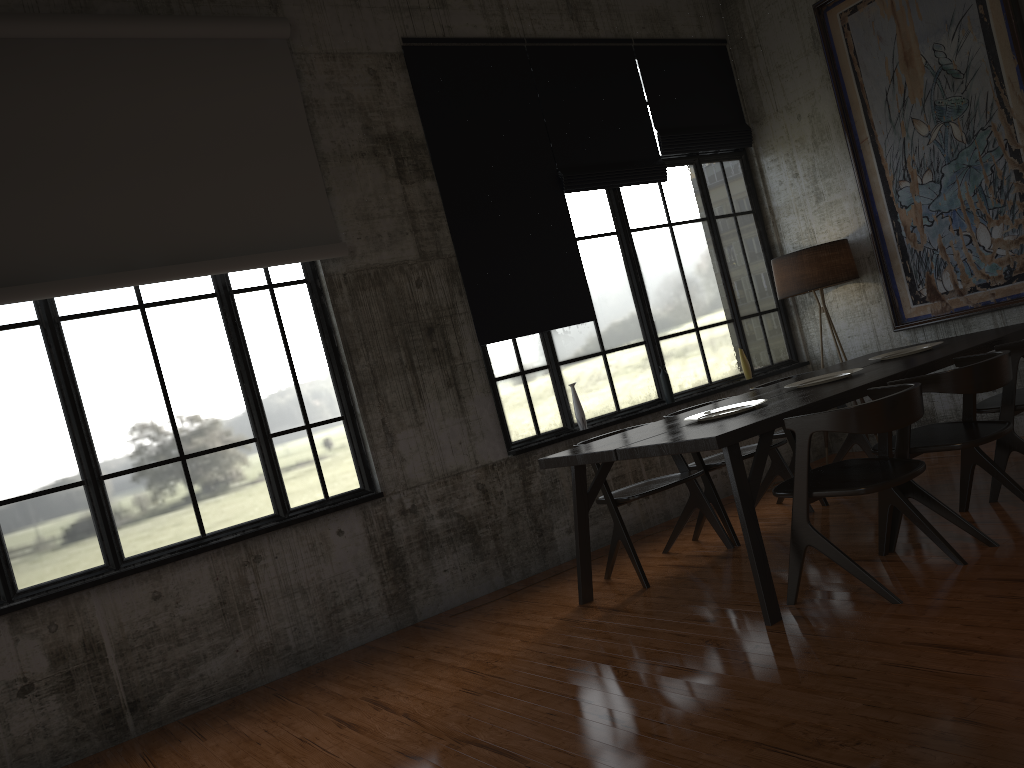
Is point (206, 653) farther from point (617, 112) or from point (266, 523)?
point (617, 112)

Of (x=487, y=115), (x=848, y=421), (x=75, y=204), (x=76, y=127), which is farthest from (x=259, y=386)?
(x=848, y=421)

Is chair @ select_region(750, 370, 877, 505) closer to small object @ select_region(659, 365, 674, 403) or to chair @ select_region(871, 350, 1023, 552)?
small object @ select_region(659, 365, 674, 403)

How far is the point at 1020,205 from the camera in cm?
715

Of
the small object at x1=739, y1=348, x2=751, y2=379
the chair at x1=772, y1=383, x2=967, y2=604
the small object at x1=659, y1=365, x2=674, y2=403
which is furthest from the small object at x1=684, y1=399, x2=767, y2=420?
the small object at x1=739, y1=348, x2=751, y2=379

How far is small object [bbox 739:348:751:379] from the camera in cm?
865

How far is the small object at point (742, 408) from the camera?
5.6 meters

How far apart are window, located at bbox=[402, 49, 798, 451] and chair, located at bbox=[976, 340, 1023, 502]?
2.85m

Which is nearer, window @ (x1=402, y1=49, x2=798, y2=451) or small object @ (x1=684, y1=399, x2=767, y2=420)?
small object @ (x1=684, y1=399, x2=767, y2=420)

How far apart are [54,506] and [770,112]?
7.4 meters
